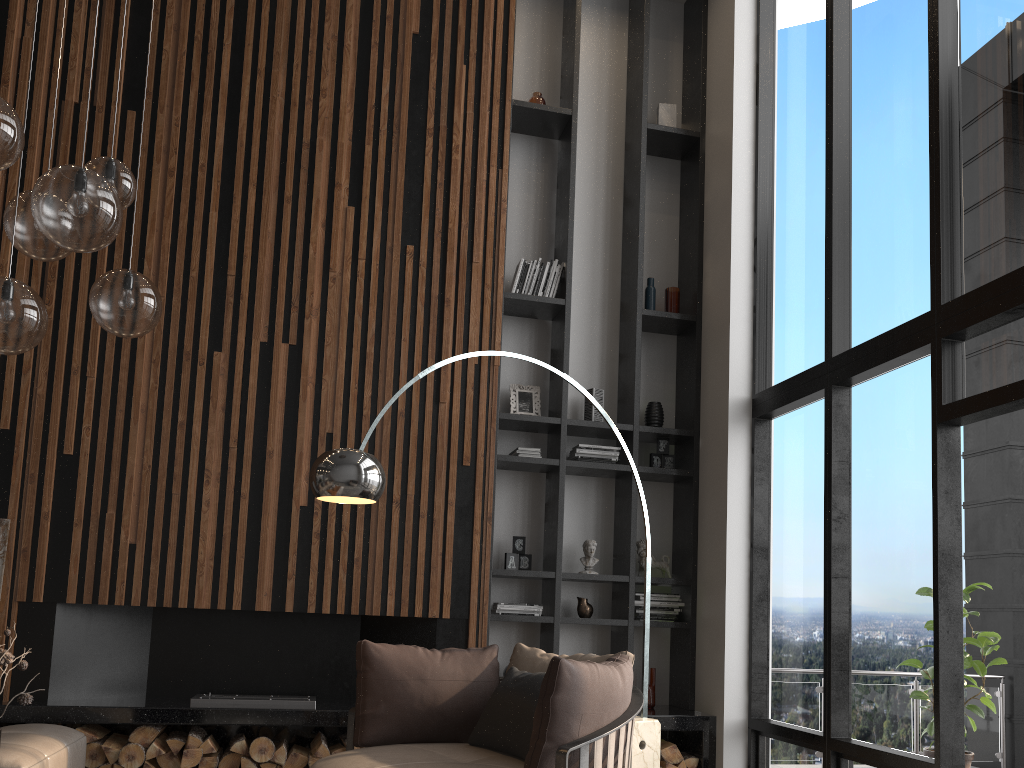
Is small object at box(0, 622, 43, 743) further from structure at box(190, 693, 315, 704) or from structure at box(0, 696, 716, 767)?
structure at box(190, 693, 315, 704)

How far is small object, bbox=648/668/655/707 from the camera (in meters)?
5.63

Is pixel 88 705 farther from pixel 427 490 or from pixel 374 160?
pixel 374 160

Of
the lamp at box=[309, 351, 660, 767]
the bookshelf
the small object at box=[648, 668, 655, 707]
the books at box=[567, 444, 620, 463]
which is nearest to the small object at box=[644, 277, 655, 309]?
the bookshelf

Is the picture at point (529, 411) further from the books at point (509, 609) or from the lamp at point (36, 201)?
the lamp at point (36, 201)

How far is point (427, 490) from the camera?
5.4m

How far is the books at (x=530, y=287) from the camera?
6.1m

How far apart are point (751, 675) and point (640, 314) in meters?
2.5

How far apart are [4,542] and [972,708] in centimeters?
591cm

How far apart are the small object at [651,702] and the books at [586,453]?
1.45m
